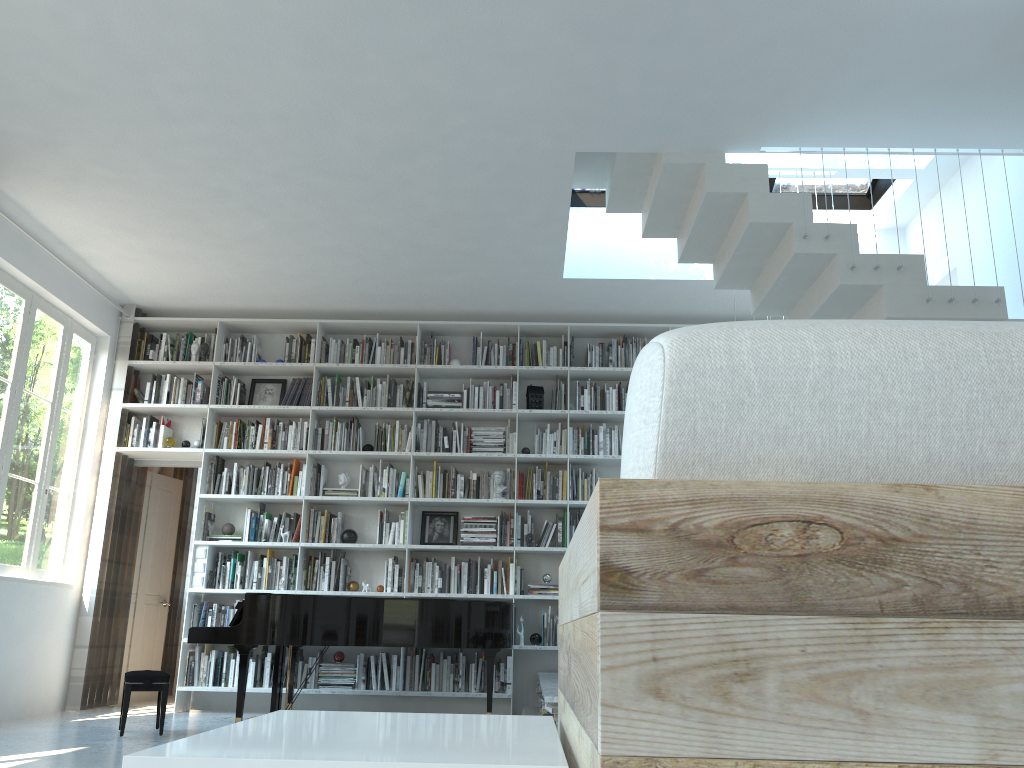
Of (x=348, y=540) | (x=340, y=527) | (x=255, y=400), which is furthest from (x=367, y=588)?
(x=255, y=400)

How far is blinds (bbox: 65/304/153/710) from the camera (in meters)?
6.74

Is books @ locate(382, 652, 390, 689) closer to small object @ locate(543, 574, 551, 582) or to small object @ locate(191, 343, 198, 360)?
small object @ locate(543, 574, 551, 582)

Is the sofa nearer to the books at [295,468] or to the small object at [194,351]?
the books at [295,468]

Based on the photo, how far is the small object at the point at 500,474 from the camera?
7.0 meters

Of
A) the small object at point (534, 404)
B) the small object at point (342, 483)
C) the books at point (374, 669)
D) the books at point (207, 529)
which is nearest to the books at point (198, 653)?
the books at point (207, 529)

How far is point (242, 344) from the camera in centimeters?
752cm

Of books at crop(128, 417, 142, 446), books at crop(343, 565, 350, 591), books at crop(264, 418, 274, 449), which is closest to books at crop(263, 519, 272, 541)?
books at crop(343, 565, 350, 591)

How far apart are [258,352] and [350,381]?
0.9m

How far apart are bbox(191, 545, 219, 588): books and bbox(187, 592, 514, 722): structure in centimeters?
103cm
